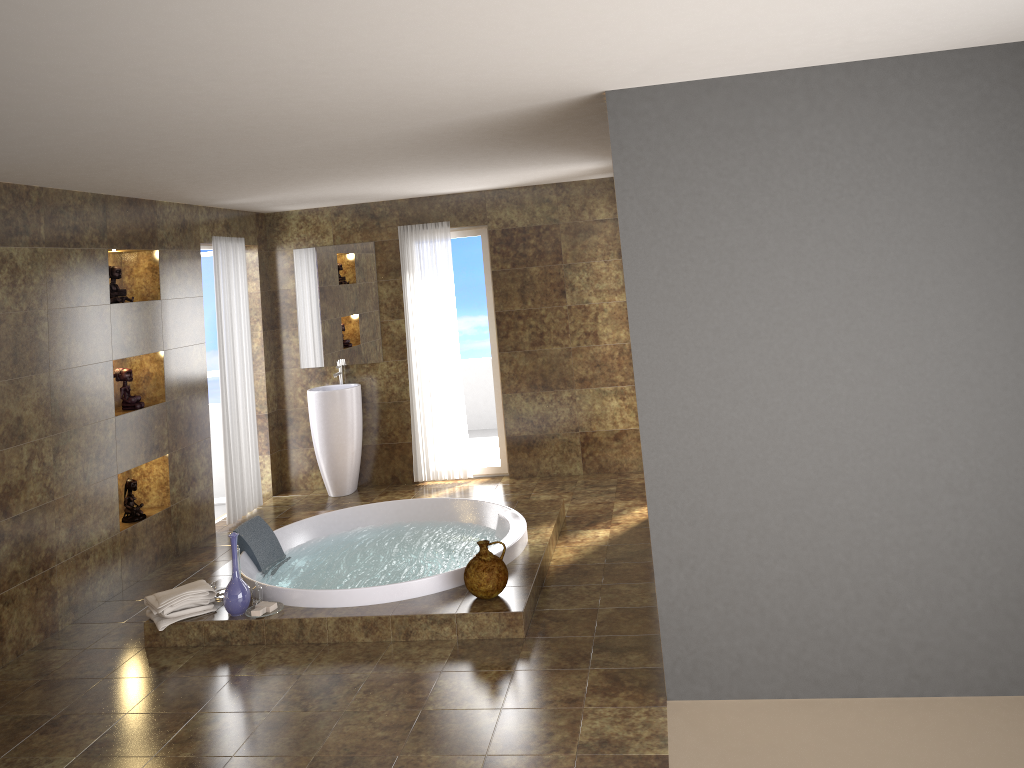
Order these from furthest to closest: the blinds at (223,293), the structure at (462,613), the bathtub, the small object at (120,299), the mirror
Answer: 1. the mirror
2. the blinds at (223,293)
3. the small object at (120,299)
4. the bathtub
5. the structure at (462,613)

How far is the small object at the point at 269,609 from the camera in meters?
4.8 m

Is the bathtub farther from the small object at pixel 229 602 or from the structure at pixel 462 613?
the small object at pixel 229 602

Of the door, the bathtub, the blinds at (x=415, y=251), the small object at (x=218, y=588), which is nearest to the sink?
the blinds at (x=415, y=251)

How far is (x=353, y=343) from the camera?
7.85m

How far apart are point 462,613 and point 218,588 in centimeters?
151cm

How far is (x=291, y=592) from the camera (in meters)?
4.87

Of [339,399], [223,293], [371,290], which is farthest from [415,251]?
[223,293]

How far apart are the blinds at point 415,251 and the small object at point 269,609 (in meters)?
3.10

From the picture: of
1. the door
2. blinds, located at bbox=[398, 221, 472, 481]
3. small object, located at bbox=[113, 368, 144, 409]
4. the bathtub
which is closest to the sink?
blinds, located at bbox=[398, 221, 472, 481]
